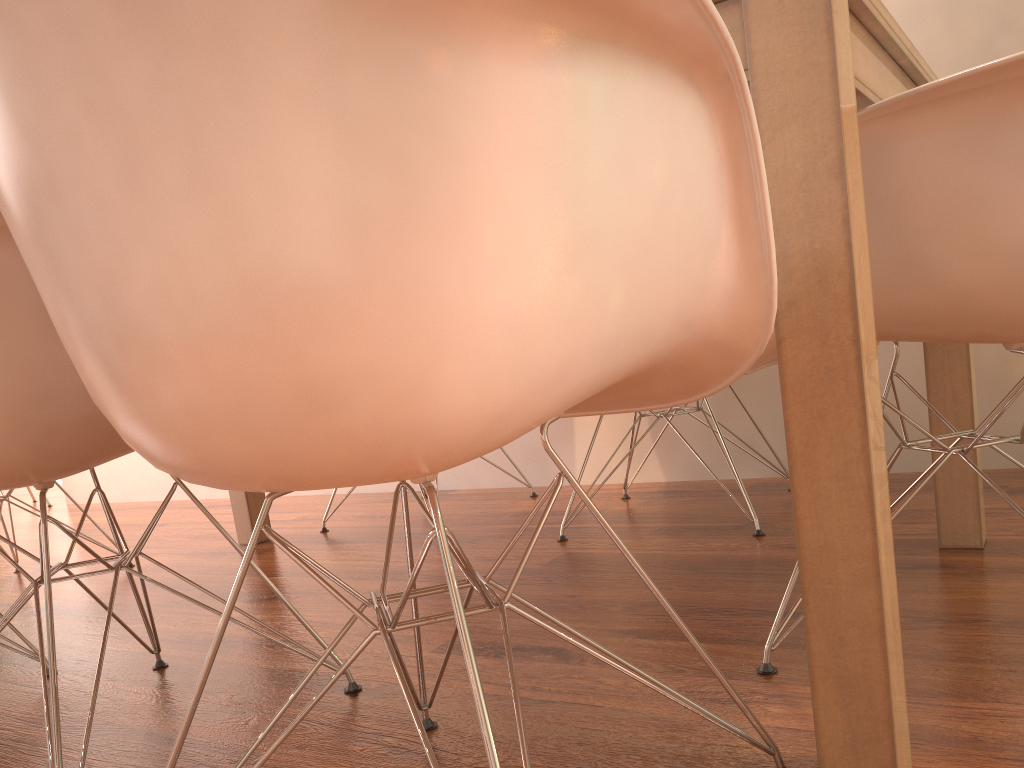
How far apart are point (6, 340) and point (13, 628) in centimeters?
90cm

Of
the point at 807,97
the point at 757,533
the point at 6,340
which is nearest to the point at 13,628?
the point at 6,340

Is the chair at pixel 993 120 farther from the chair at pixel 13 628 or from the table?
the chair at pixel 13 628

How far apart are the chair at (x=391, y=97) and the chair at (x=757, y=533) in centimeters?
103cm

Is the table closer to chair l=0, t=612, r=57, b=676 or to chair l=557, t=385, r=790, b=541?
chair l=557, t=385, r=790, b=541

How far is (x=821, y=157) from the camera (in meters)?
0.81

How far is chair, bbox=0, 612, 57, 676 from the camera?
1.65m

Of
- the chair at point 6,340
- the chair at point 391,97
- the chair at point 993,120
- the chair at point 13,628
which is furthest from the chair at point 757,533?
the chair at point 13,628

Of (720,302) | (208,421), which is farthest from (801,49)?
(208,421)

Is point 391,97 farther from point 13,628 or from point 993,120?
point 13,628
